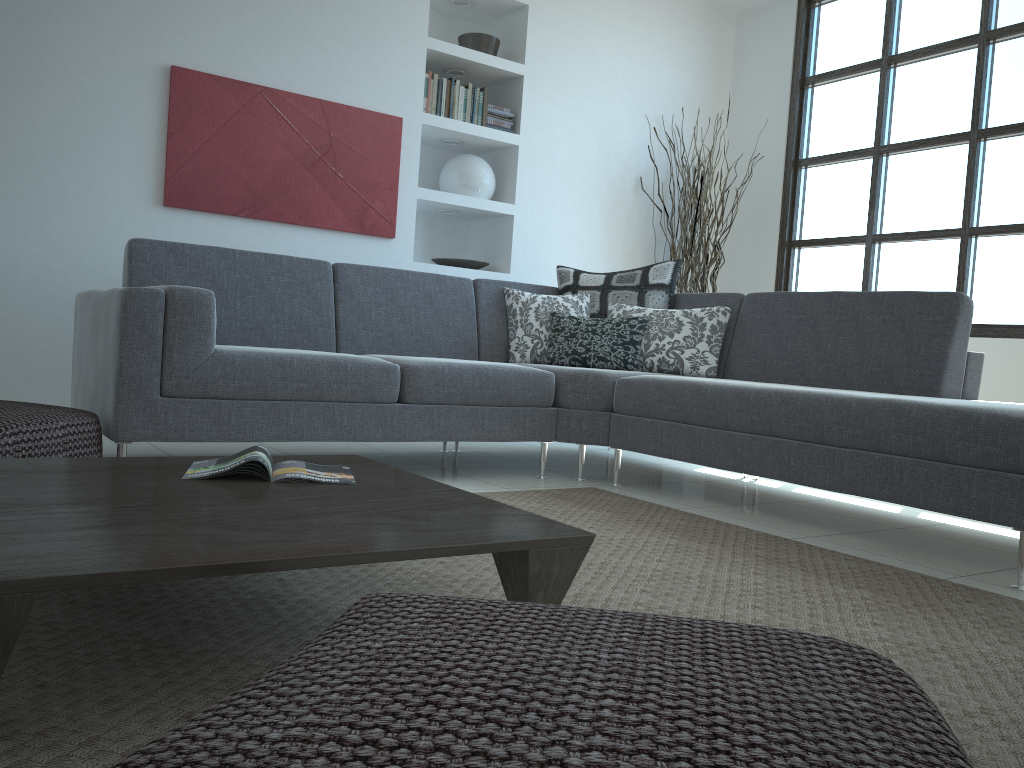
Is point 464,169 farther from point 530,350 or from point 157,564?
point 157,564

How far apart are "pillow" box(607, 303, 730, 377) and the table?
2.1 meters

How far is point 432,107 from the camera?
5.0m

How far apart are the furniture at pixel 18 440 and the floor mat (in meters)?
0.78

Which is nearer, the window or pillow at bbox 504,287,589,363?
pillow at bbox 504,287,589,363

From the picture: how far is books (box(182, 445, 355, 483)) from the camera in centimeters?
186cm

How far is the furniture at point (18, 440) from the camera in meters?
2.4

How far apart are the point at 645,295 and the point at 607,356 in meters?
0.5 m

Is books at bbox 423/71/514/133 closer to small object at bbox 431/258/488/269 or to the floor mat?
small object at bbox 431/258/488/269

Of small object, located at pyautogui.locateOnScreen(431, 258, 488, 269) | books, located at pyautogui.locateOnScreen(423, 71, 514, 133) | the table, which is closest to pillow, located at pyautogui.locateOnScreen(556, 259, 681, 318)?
small object, located at pyautogui.locateOnScreen(431, 258, 488, 269)
